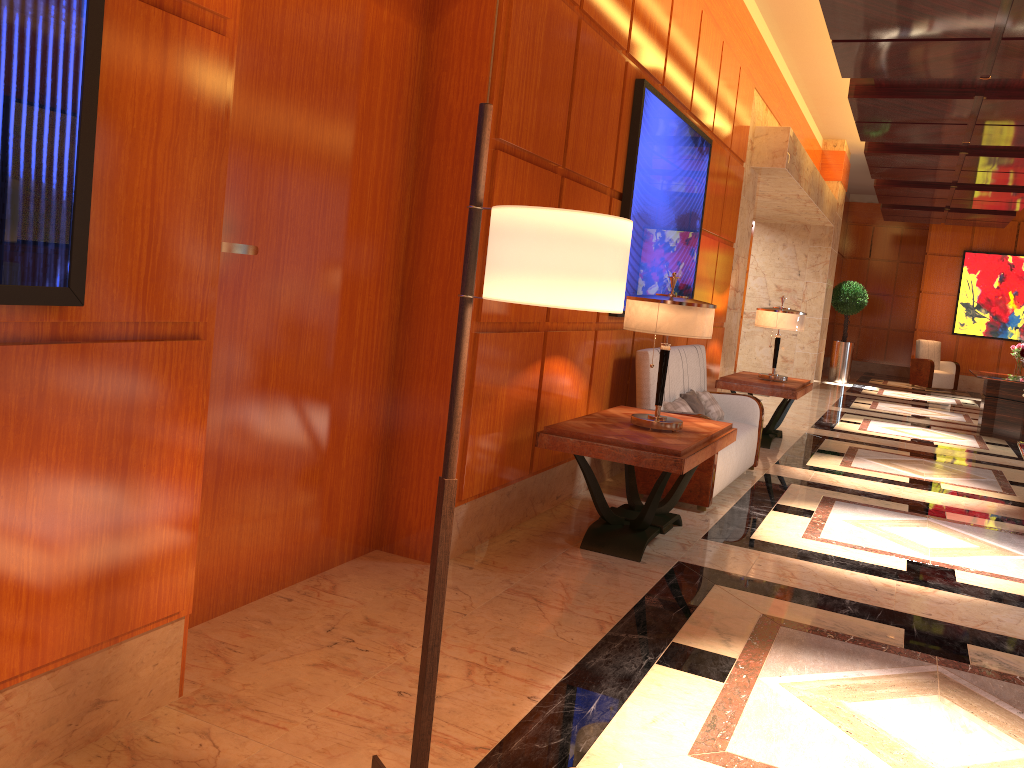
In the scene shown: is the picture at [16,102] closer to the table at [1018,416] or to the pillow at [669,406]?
the pillow at [669,406]

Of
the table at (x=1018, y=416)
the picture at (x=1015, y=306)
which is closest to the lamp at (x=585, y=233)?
the table at (x=1018, y=416)

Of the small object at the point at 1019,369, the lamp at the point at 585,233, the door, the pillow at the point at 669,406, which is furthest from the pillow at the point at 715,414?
the small object at the point at 1019,369

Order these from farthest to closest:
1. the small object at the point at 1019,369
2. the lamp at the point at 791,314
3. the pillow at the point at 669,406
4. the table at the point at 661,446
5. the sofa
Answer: the small object at the point at 1019,369 → the lamp at the point at 791,314 → the pillow at the point at 669,406 → the sofa → the table at the point at 661,446

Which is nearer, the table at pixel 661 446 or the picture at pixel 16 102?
the picture at pixel 16 102

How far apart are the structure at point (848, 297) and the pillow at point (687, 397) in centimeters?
1152cm

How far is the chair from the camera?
17.5 meters

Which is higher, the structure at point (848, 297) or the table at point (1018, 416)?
the structure at point (848, 297)

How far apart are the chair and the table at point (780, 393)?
10.26m

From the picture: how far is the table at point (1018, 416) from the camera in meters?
10.5
